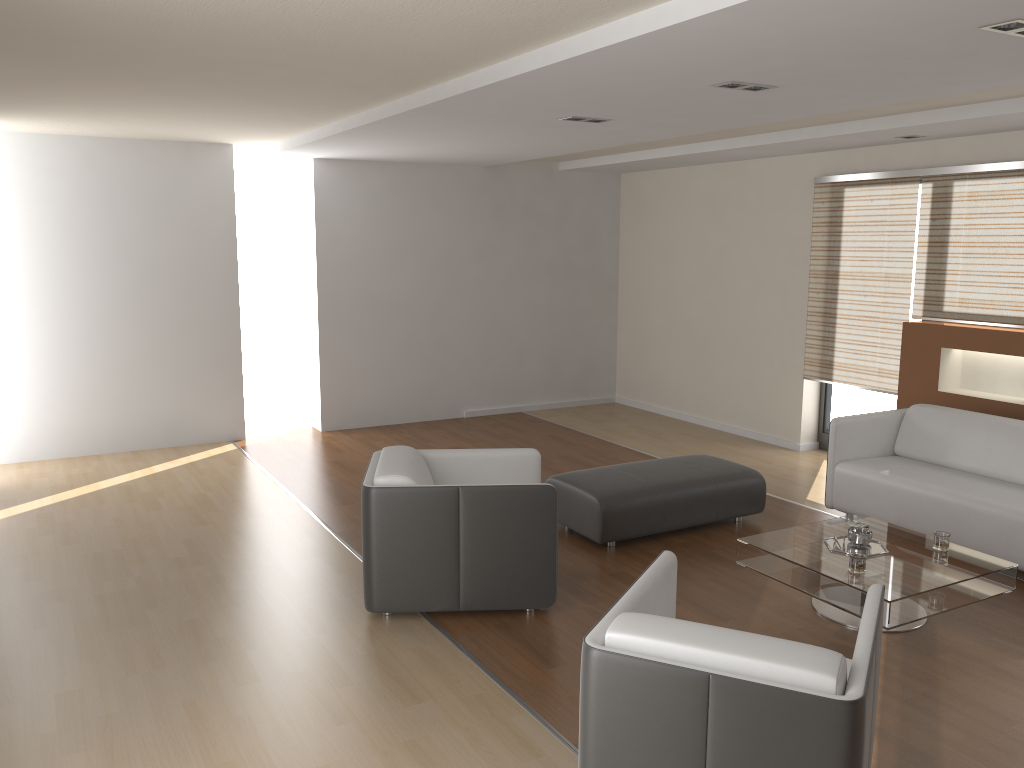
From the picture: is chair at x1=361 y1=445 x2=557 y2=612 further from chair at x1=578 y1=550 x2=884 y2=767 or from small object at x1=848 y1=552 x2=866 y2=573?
small object at x1=848 y1=552 x2=866 y2=573

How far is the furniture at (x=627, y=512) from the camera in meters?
5.1

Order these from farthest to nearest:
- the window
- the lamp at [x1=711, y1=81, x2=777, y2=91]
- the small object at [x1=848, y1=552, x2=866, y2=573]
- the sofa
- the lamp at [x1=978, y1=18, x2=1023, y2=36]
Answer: the window, the sofa, the lamp at [x1=711, y1=81, x2=777, y2=91], the small object at [x1=848, y1=552, x2=866, y2=573], the lamp at [x1=978, y1=18, x2=1023, y2=36]

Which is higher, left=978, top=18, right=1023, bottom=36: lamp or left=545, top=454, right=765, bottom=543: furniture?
left=978, top=18, right=1023, bottom=36: lamp

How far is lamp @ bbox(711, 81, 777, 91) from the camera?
4.21m

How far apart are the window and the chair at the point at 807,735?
4.61m

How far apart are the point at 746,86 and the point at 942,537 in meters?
2.4

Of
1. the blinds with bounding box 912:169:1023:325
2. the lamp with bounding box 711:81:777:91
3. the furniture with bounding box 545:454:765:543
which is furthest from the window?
the lamp with bounding box 711:81:777:91

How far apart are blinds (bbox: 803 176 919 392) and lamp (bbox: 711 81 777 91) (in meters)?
2.81

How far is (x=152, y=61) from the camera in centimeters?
411cm
